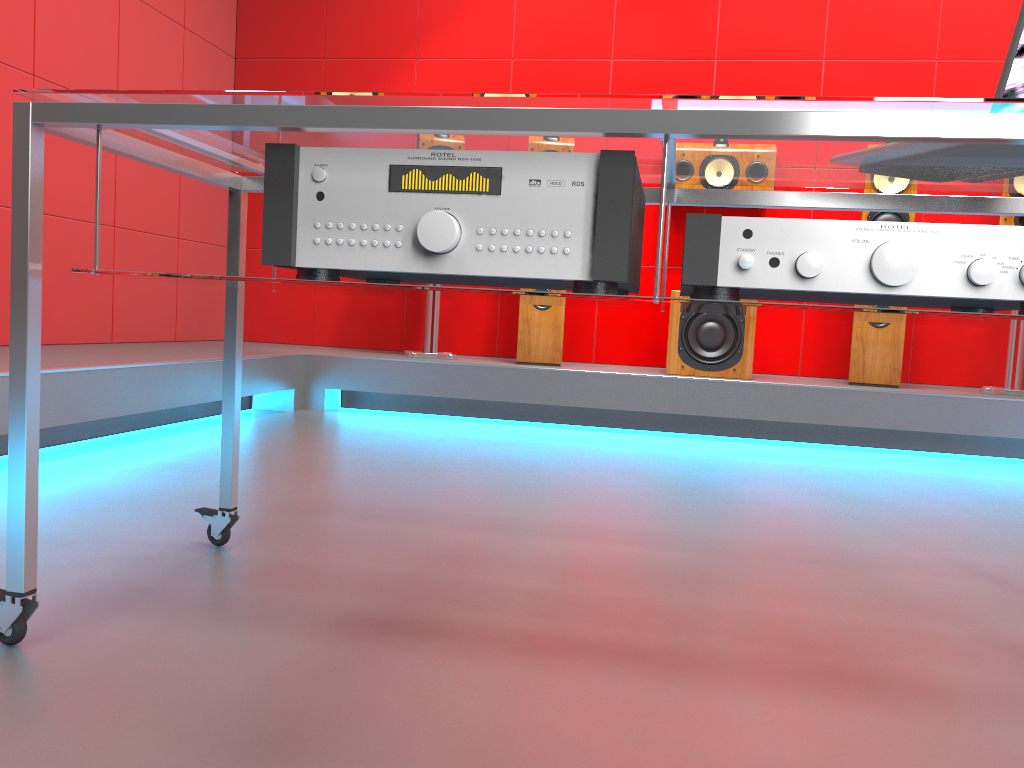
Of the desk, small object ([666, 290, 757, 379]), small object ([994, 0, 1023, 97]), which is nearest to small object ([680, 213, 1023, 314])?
the desk

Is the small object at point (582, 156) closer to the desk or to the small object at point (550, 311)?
the desk

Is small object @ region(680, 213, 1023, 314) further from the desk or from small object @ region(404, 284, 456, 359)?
small object @ region(404, 284, 456, 359)

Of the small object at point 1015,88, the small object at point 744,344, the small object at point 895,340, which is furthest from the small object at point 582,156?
the small object at point 895,340

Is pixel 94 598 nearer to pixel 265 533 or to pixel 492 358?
pixel 265 533

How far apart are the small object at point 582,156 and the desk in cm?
1

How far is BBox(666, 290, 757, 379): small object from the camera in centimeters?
374cm

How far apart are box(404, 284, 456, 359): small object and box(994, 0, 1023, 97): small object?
2.9m

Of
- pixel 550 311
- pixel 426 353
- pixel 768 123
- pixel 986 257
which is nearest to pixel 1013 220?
pixel 550 311

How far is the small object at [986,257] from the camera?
0.9m
